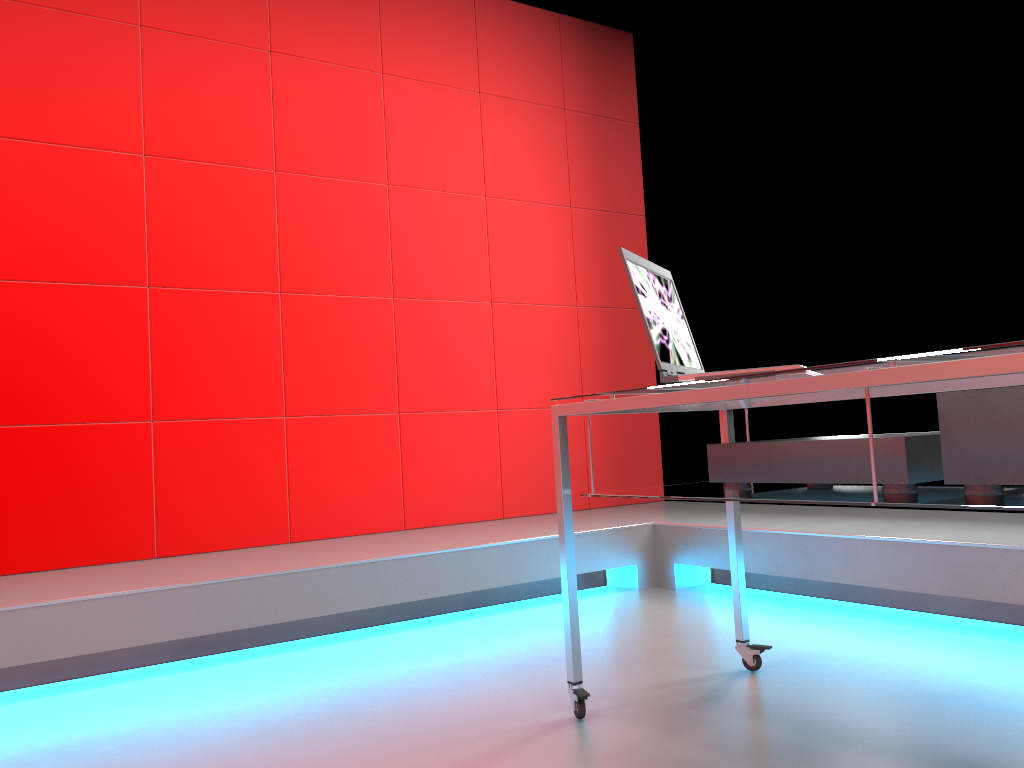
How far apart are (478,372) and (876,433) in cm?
171

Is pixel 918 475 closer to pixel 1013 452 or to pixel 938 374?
pixel 1013 452

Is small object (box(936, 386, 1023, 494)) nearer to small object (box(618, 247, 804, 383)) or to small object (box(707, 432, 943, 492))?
small object (box(707, 432, 943, 492))

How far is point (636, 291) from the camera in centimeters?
176cm

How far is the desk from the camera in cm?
121

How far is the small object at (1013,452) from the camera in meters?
1.3 m

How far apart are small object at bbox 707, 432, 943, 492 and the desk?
0.0m

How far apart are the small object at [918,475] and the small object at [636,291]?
0.1m

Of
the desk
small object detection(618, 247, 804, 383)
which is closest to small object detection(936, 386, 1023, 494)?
the desk

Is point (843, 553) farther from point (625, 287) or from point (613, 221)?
point (613, 221)
